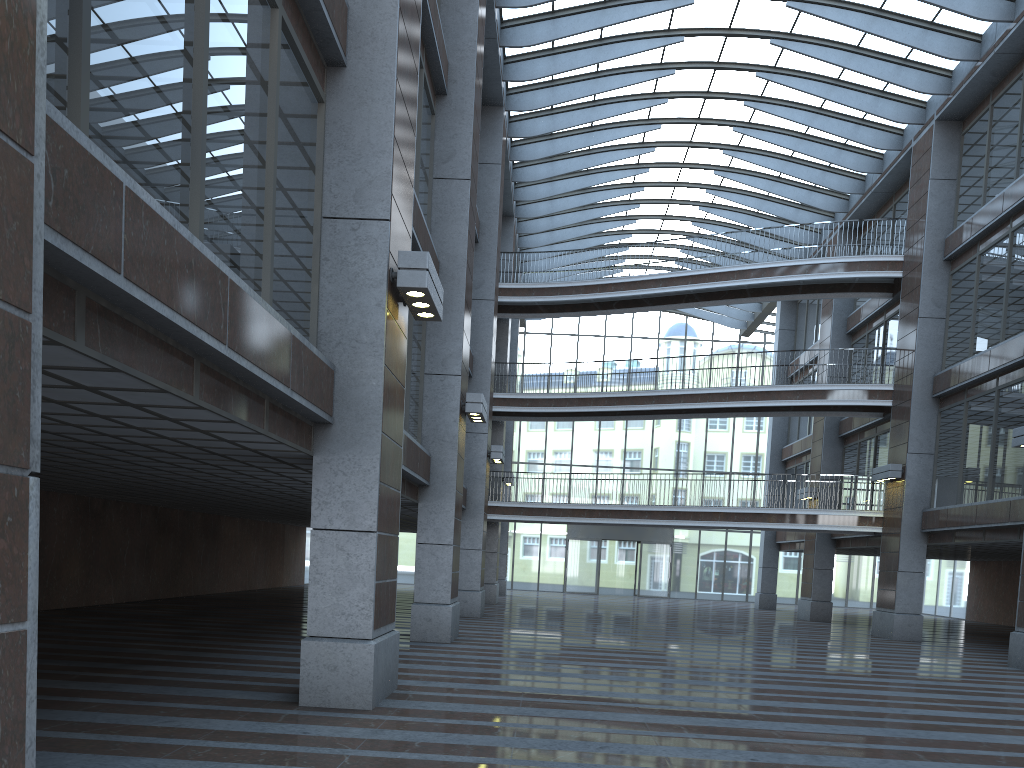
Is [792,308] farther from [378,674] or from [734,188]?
[378,674]
